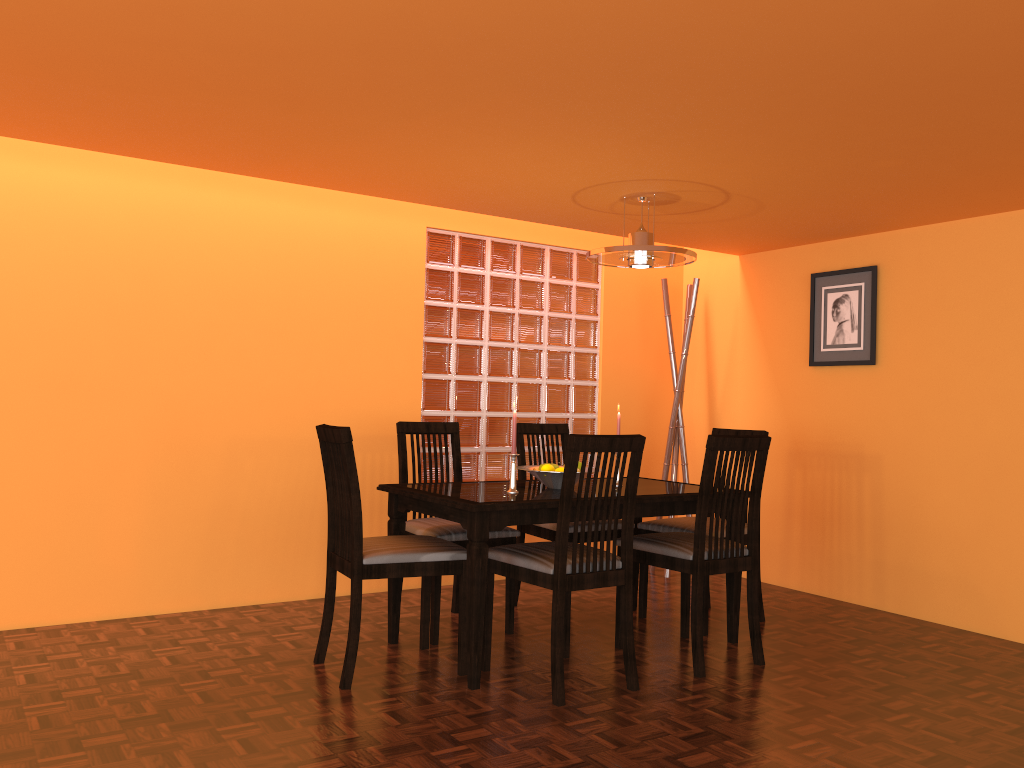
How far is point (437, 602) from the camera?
3.2m

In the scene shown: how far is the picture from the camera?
4.1 meters

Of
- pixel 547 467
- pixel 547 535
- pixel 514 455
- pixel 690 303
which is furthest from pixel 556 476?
pixel 690 303

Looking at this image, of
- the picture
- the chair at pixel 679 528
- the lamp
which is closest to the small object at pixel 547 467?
the chair at pixel 679 528

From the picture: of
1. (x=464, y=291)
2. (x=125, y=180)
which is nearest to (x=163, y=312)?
(x=125, y=180)

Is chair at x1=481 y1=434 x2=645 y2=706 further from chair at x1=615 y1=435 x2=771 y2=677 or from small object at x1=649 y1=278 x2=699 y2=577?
small object at x1=649 y1=278 x2=699 y2=577

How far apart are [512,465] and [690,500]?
0.66m

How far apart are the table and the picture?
1.19m

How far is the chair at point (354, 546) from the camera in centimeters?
274cm

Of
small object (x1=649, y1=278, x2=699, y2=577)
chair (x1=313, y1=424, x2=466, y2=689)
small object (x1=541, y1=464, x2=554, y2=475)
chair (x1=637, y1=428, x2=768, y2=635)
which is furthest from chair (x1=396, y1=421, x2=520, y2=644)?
small object (x1=649, y1=278, x2=699, y2=577)
